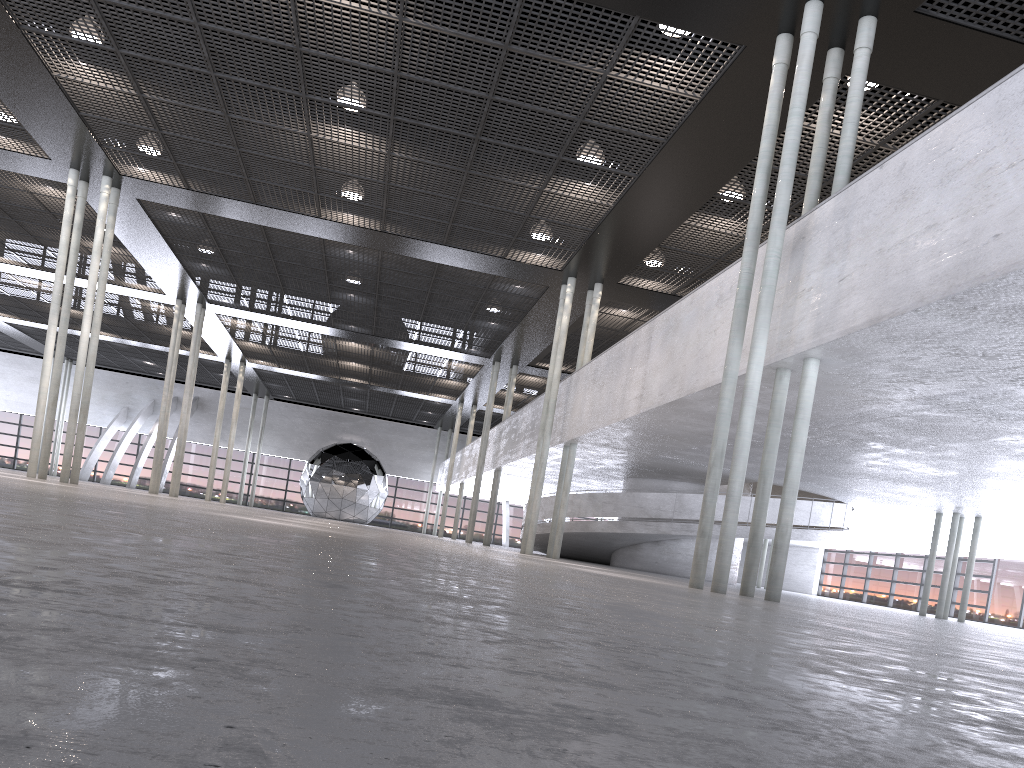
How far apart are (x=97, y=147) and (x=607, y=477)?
15.6 meters

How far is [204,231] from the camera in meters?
20.6 m

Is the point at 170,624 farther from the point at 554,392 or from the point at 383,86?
the point at 554,392

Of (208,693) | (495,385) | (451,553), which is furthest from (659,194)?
Result: (495,385)
